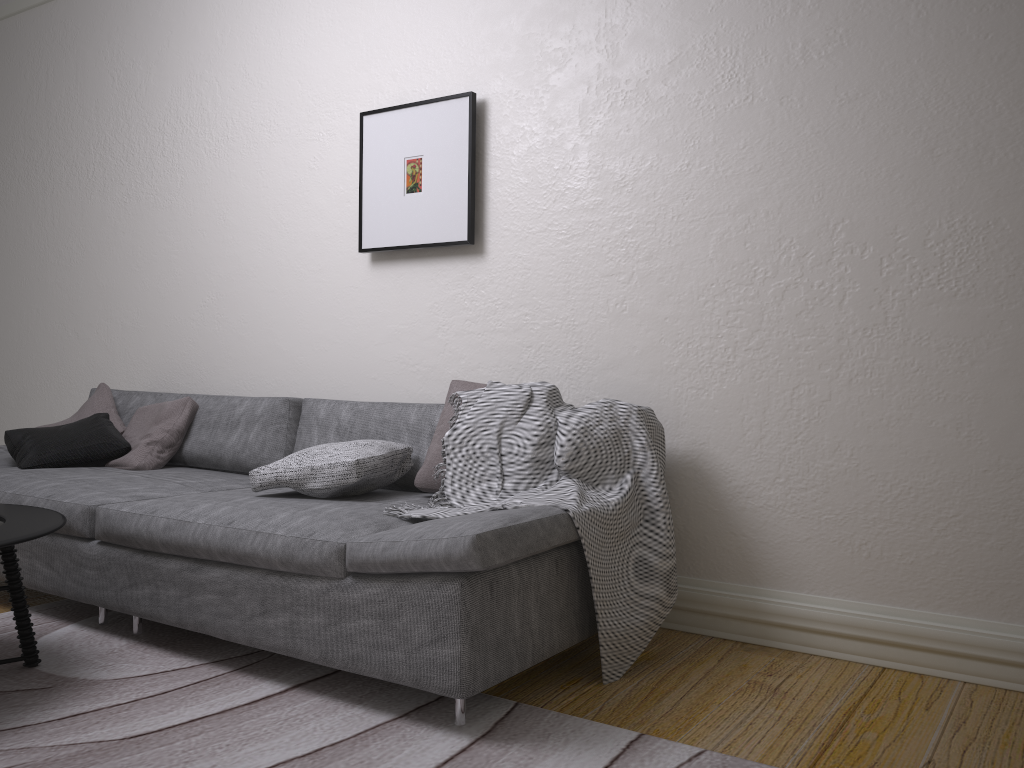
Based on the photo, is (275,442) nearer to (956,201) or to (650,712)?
(650,712)

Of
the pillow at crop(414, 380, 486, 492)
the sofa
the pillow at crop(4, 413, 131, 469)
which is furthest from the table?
the pillow at crop(414, 380, 486, 492)

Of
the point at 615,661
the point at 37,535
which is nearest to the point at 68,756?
the point at 37,535

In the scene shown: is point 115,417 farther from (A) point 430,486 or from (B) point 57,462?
(A) point 430,486

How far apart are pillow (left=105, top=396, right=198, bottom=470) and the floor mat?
0.6 meters

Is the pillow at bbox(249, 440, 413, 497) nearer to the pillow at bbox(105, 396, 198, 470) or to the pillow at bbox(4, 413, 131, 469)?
the pillow at bbox(105, 396, 198, 470)

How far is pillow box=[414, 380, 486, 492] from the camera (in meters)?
2.85

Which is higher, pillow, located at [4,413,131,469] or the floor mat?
pillow, located at [4,413,131,469]

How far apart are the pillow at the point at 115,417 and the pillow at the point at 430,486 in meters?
1.8 m

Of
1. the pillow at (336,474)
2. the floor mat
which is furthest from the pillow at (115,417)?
the pillow at (336,474)
